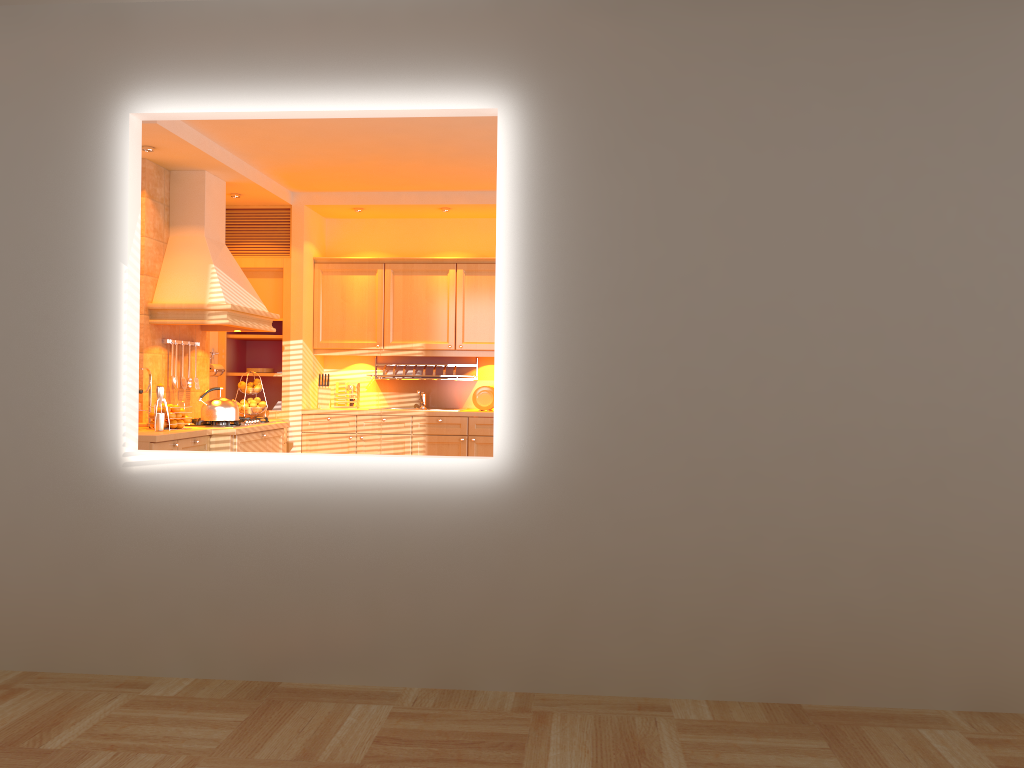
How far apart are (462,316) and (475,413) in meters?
0.8

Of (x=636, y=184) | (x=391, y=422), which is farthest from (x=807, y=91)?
(x=391, y=422)

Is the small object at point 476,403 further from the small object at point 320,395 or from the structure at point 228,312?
the structure at point 228,312

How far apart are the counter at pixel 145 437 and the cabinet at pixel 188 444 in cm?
4

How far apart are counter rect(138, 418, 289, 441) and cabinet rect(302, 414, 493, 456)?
0.55m

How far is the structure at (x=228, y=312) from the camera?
5.74m

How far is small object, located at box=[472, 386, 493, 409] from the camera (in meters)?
7.25

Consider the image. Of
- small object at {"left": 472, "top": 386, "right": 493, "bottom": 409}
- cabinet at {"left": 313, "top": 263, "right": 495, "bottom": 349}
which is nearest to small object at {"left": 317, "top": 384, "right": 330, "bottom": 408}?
cabinet at {"left": 313, "top": 263, "right": 495, "bottom": 349}

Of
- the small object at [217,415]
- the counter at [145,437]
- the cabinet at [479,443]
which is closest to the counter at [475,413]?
the cabinet at [479,443]

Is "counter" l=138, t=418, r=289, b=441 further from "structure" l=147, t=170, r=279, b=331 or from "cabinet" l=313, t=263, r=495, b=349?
"cabinet" l=313, t=263, r=495, b=349
